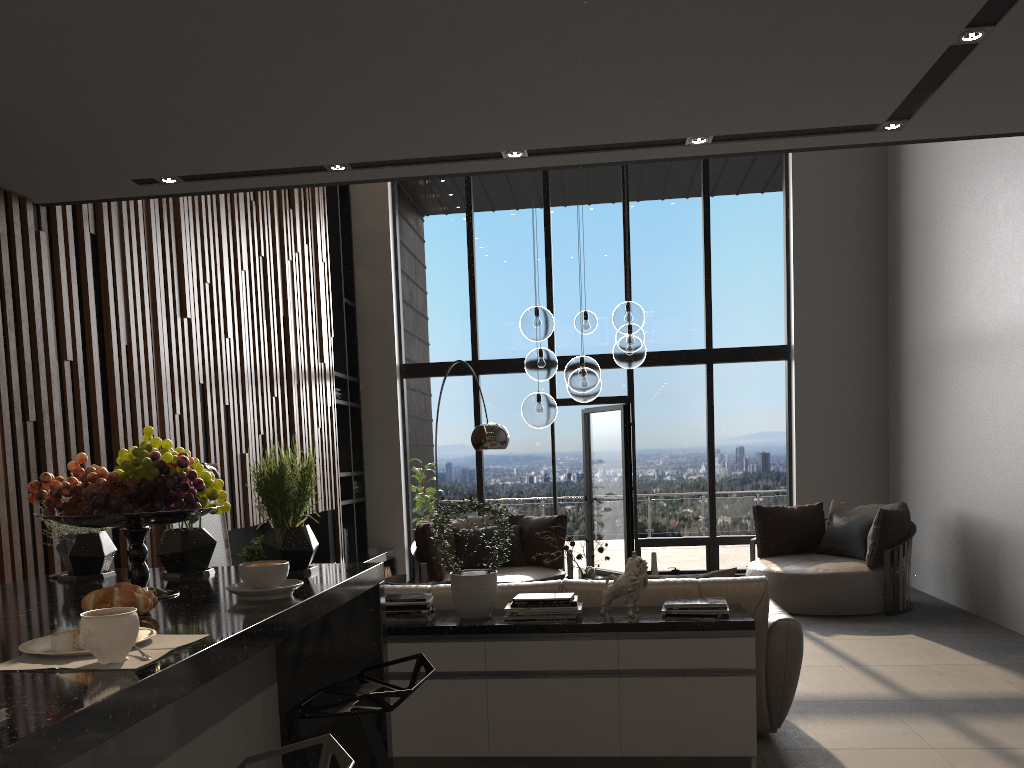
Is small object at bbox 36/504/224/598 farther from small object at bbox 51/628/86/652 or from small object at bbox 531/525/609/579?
small object at bbox 531/525/609/579

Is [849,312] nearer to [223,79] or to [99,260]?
[99,260]

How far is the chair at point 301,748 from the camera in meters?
1.4 m

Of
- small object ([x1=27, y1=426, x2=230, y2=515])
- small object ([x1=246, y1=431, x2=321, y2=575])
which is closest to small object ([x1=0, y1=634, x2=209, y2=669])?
small object ([x1=27, y1=426, x2=230, y2=515])

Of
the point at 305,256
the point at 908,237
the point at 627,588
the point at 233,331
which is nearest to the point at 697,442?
the point at 908,237

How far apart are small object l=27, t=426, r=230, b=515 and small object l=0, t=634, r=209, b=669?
0.45m

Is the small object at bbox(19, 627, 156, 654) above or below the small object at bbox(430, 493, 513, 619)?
above

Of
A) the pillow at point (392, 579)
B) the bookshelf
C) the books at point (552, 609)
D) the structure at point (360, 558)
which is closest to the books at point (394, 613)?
the books at point (552, 609)

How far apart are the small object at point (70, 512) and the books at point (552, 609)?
2.04m

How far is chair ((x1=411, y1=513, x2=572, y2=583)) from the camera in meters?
7.3
